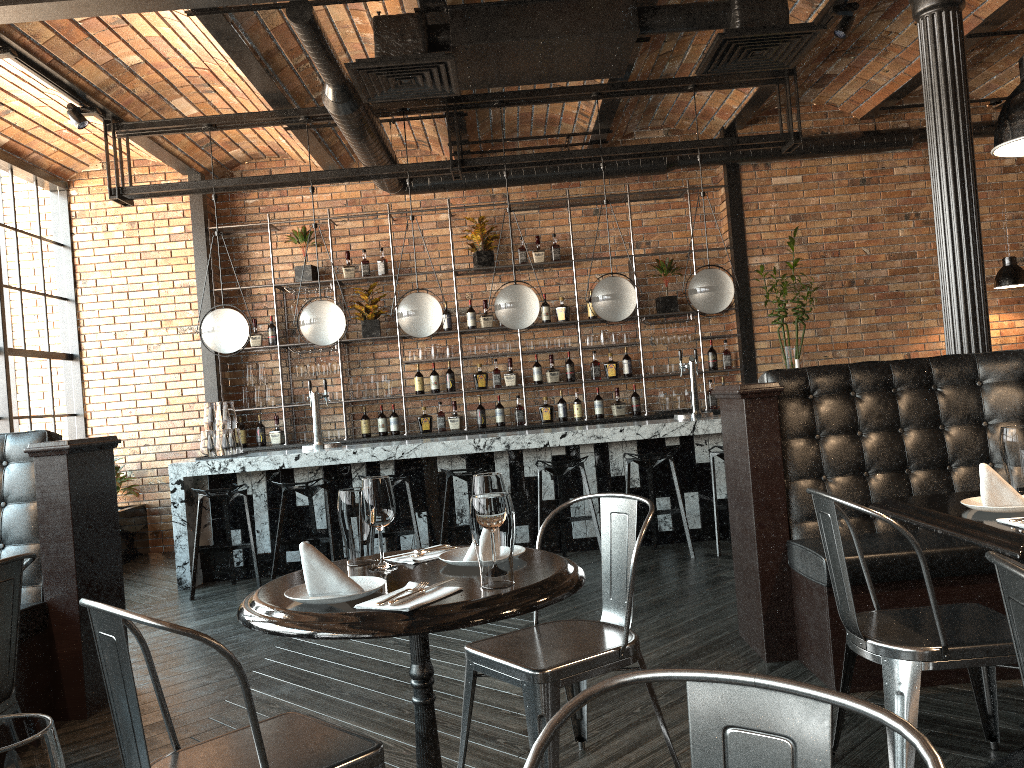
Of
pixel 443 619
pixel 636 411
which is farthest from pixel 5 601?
pixel 636 411

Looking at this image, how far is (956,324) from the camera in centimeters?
428cm

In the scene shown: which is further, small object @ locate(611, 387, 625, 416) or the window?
small object @ locate(611, 387, 625, 416)

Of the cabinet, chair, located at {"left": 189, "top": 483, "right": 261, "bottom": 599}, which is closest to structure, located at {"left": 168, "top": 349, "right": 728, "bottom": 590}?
chair, located at {"left": 189, "top": 483, "right": 261, "bottom": 599}

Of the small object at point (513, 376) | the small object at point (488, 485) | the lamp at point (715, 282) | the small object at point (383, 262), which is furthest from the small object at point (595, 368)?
the small object at point (488, 485)

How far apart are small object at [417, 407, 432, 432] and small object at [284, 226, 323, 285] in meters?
1.7

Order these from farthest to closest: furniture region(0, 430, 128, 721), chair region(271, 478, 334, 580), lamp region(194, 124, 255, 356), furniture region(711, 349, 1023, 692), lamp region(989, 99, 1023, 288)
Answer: lamp region(989, 99, 1023, 288)
lamp region(194, 124, 255, 356)
chair region(271, 478, 334, 580)
furniture region(0, 430, 128, 721)
furniture region(711, 349, 1023, 692)

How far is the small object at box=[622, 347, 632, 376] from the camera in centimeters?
843cm

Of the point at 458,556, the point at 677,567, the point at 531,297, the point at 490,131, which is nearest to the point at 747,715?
the point at 458,556

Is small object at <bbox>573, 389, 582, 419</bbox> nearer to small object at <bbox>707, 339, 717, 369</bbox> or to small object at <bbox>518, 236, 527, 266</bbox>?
small object at <bbox>707, 339, 717, 369</bbox>
